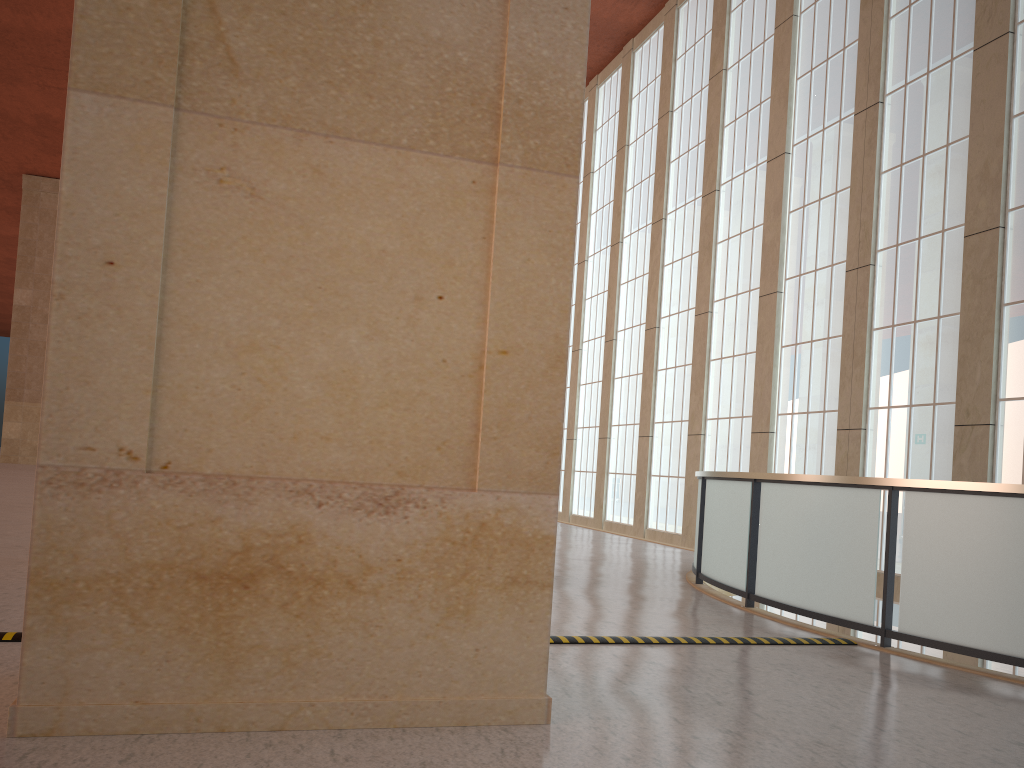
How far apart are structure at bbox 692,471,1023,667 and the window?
5.68m

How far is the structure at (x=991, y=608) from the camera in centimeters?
813cm

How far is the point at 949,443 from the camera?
16.51m

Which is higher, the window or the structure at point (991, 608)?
the window

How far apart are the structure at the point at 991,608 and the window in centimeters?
568cm

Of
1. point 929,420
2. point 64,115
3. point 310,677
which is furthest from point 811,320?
point 64,115

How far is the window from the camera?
16.5m

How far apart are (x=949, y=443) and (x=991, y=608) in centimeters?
923cm

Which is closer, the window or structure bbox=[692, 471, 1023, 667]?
structure bbox=[692, 471, 1023, 667]

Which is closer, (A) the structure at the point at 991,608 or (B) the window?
(A) the structure at the point at 991,608
